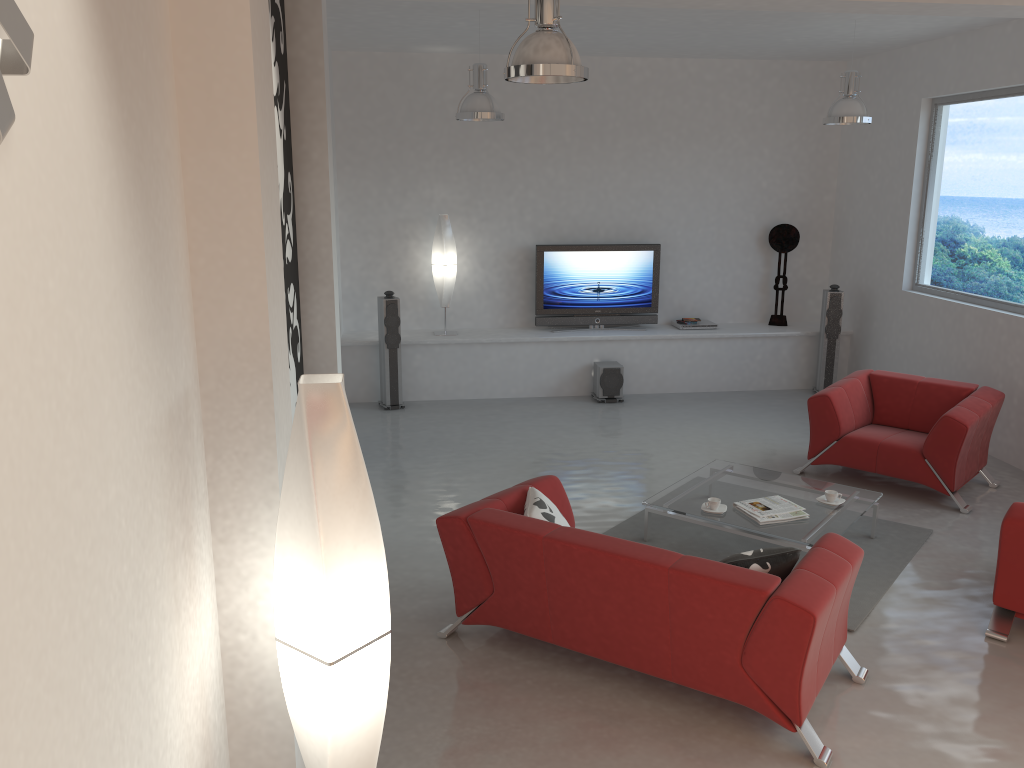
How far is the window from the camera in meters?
7.3 m

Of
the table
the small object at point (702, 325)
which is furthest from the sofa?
the small object at point (702, 325)

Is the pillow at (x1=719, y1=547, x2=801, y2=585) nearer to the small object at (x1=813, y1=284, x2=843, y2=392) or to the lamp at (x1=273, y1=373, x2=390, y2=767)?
the lamp at (x1=273, y1=373, x2=390, y2=767)

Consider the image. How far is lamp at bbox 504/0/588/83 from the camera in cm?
378

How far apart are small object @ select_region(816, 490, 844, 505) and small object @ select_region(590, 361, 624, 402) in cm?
368

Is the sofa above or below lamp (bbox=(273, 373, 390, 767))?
below

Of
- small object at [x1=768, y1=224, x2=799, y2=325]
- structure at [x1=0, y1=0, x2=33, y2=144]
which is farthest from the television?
structure at [x1=0, y1=0, x2=33, y2=144]

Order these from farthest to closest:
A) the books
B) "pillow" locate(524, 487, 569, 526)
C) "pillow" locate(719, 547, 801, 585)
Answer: the books < "pillow" locate(524, 487, 569, 526) < "pillow" locate(719, 547, 801, 585)

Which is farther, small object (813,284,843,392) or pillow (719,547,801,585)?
small object (813,284,843,392)

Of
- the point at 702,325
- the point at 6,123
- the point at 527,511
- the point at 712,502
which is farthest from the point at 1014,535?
the point at 702,325
